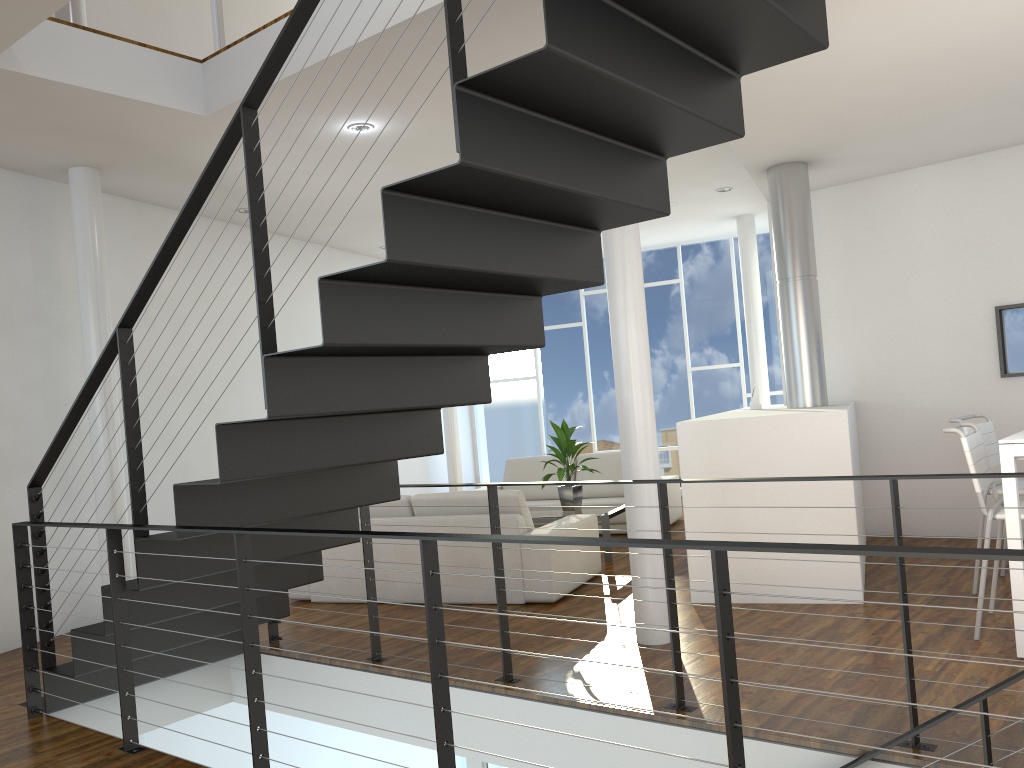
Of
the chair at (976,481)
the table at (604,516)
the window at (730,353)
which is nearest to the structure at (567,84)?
the chair at (976,481)

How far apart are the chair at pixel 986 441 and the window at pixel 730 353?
4.1m

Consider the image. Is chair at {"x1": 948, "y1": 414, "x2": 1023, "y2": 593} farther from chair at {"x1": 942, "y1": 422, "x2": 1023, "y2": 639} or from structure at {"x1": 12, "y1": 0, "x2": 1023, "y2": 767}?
structure at {"x1": 12, "y1": 0, "x2": 1023, "y2": 767}

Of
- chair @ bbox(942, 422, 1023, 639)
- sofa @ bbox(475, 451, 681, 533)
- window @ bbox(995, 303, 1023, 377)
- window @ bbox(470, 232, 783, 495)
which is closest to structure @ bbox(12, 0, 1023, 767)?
chair @ bbox(942, 422, 1023, 639)

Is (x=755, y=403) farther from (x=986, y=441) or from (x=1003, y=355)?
(x=986, y=441)

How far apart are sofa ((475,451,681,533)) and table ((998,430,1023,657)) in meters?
3.5

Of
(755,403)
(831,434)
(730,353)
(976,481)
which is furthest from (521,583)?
(730,353)

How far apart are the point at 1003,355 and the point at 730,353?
3.43m

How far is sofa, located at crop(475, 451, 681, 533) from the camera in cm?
676

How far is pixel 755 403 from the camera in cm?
541
